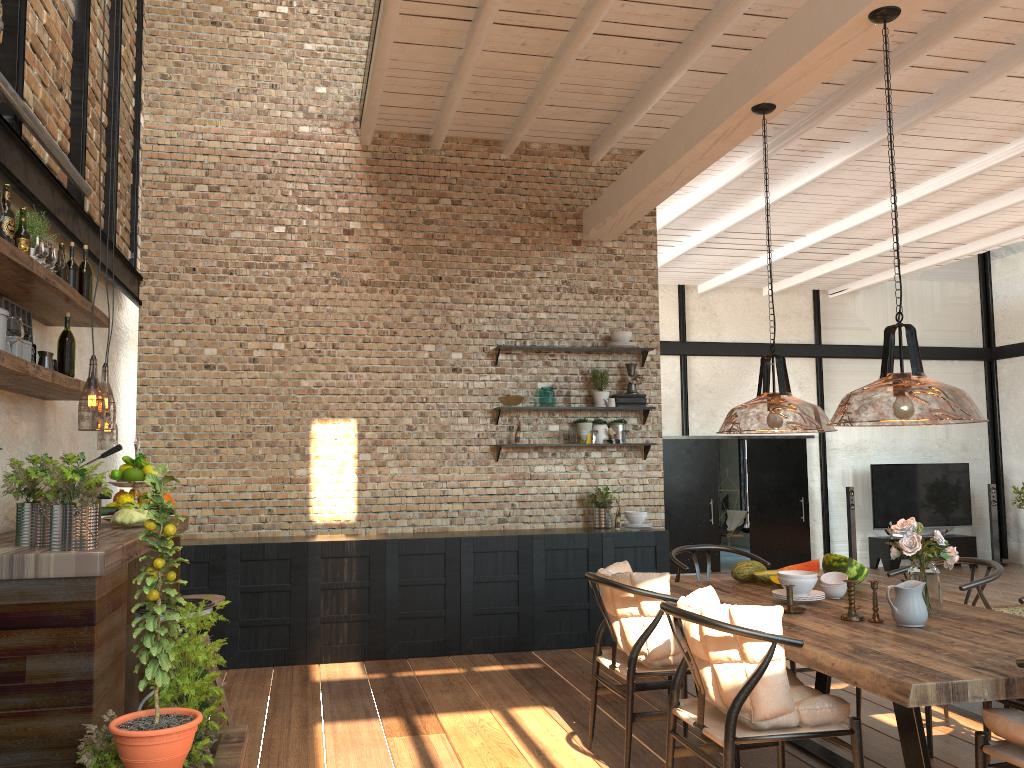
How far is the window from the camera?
17.5m

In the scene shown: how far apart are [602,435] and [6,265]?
4.9m

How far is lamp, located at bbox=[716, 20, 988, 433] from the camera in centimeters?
469cm

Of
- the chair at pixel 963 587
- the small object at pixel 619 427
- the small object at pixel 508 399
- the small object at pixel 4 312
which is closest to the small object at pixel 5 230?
the small object at pixel 4 312

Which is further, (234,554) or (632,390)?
(632,390)

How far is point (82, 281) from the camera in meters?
4.4

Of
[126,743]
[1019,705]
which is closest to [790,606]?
[1019,705]

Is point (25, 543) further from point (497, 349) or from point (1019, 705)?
point (497, 349)

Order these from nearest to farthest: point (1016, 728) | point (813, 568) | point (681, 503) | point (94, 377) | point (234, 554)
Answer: point (1016, 728)
point (813, 568)
point (94, 377)
point (234, 554)
point (681, 503)

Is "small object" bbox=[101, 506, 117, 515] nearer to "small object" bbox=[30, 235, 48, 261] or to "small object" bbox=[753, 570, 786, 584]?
"small object" bbox=[30, 235, 48, 261]
